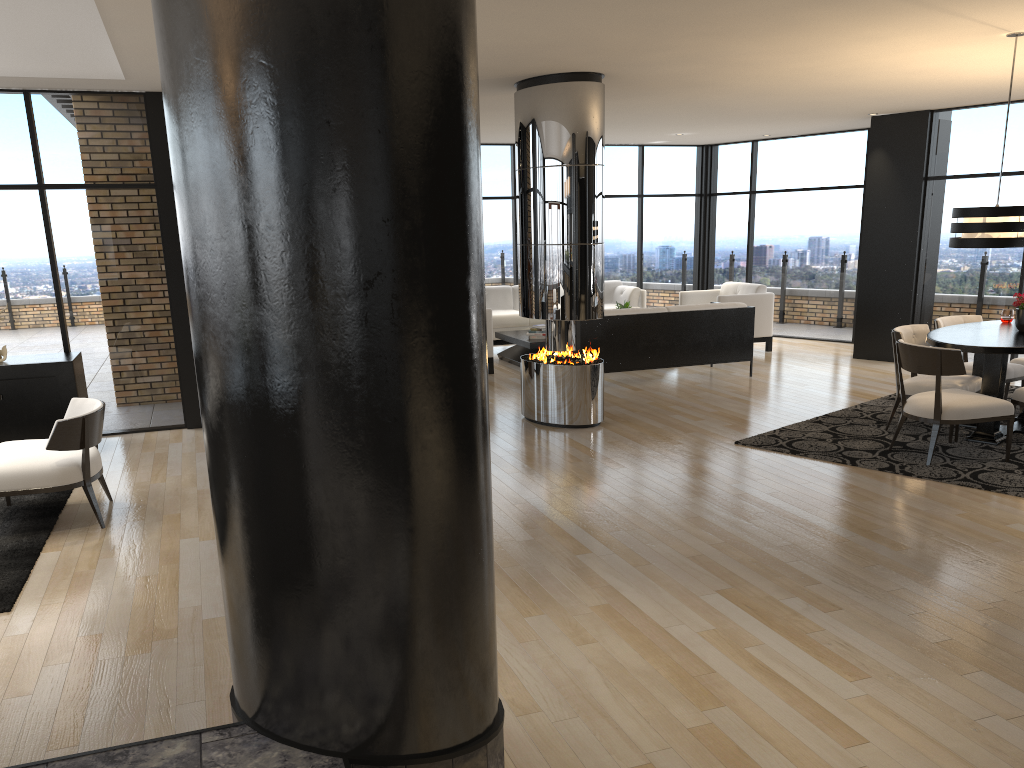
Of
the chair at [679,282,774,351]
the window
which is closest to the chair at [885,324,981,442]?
the window

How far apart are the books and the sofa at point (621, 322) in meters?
1.6

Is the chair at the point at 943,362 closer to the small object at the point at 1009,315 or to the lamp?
the lamp

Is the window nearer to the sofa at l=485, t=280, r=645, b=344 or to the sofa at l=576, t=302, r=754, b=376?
the sofa at l=485, t=280, r=645, b=344

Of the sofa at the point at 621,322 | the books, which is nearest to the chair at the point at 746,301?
the sofa at the point at 621,322

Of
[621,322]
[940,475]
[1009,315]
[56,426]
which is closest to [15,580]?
[56,426]

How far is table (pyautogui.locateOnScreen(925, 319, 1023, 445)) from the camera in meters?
6.0 m

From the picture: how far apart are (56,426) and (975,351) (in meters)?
5.81

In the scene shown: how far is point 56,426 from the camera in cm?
482

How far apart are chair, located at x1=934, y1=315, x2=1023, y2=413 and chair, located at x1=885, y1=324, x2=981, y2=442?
0.35m
